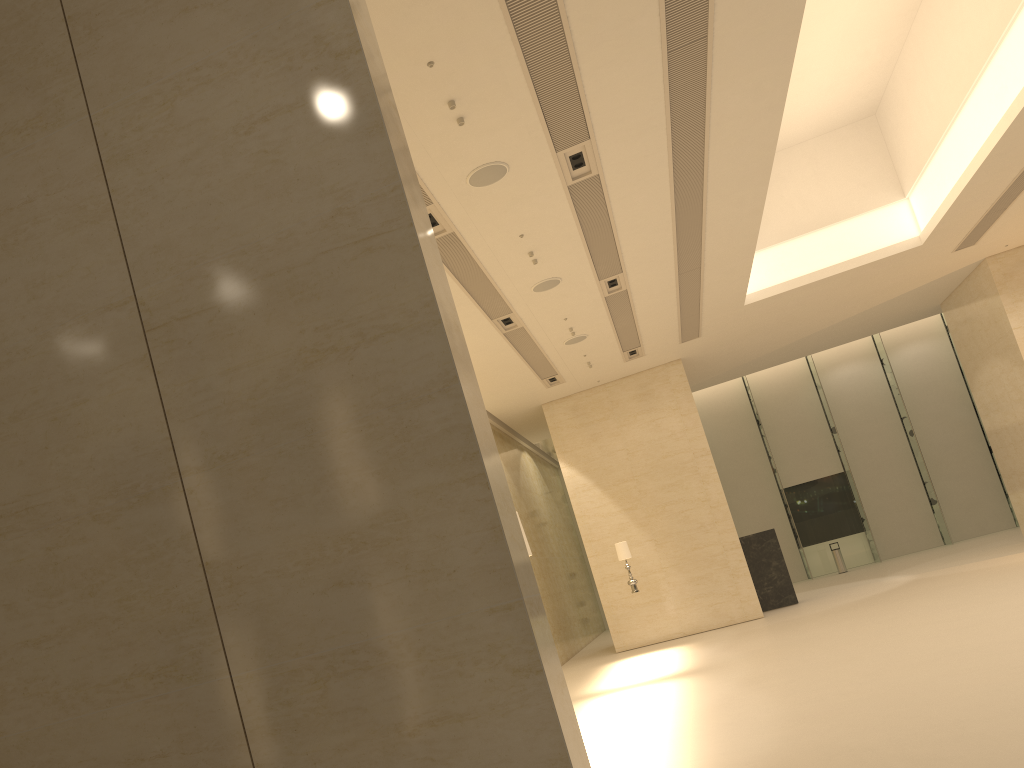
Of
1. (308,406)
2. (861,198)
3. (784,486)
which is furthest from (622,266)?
(784,486)

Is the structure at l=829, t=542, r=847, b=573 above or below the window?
below

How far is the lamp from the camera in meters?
17.1

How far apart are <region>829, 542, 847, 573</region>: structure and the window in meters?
1.6 m

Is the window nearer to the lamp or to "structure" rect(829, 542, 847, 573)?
"structure" rect(829, 542, 847, 573)

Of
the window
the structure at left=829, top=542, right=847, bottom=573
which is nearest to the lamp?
the structure at left=829, top=542, right=847, bottom=573

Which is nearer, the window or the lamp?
the lamp

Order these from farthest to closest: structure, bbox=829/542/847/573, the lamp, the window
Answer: the window
structure, bbox=829/542/847/573
the lamp

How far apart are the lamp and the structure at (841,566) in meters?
13.0 m

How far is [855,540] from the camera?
28.8 meters
